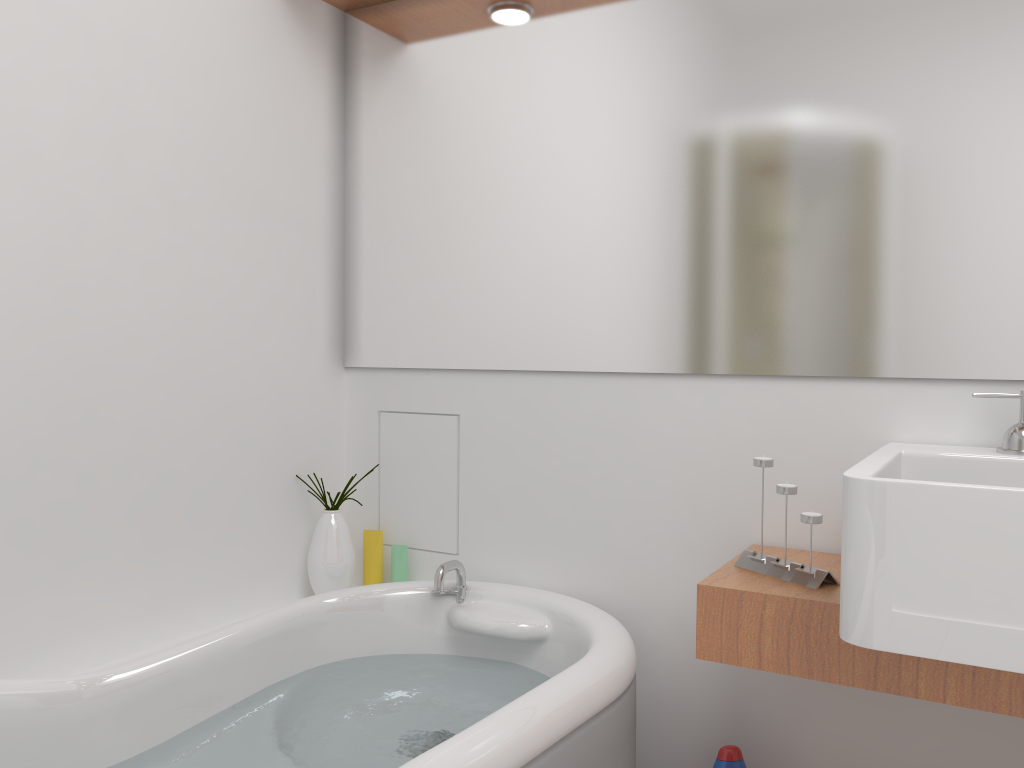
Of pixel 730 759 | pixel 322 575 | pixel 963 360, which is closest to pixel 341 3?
pixel 322 575

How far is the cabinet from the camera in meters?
1.2

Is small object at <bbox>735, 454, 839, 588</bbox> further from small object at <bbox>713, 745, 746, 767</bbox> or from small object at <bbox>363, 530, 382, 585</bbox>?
small object at <bbox>363, 530, 382, 585</bbox>

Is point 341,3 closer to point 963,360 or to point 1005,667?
point 963,360

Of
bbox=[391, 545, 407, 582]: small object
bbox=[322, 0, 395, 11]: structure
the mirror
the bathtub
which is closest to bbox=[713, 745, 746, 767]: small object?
the bathtub

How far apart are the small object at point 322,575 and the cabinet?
0.9m

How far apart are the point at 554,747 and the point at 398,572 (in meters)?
0.89

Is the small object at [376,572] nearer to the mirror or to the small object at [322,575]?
the small object at [322,575]

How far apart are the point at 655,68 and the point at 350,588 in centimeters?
127cm

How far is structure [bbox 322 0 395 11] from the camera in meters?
2.2 m
